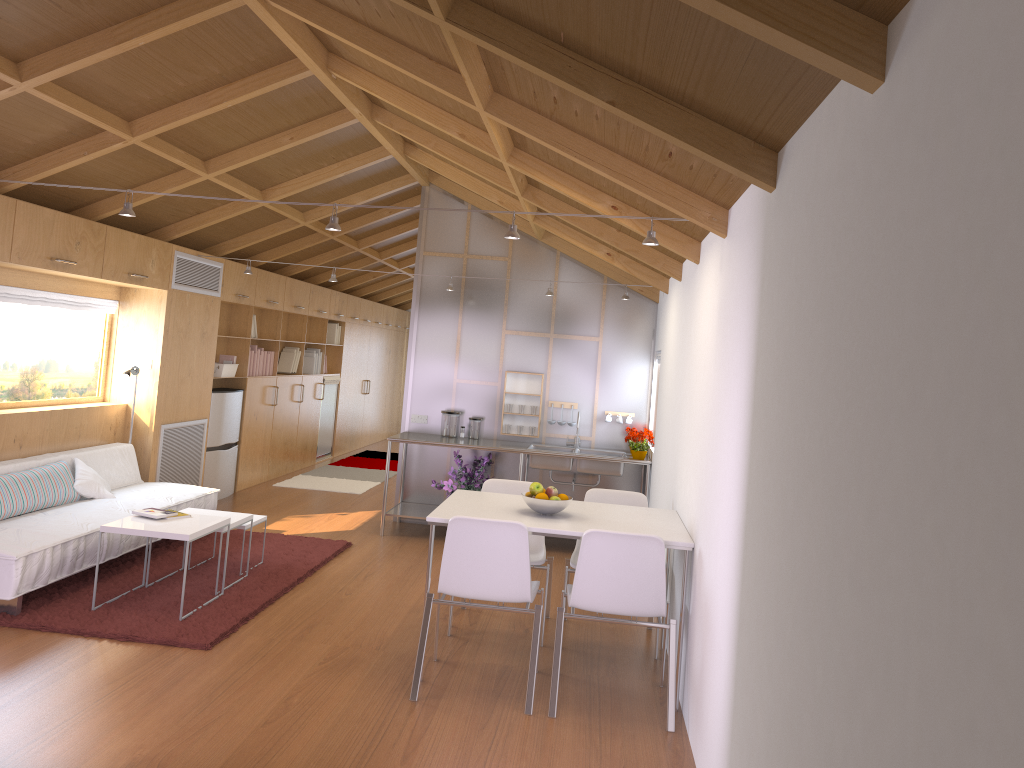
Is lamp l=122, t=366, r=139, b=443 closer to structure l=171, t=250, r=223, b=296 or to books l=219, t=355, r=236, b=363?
structure l=171, t=250, r=223, b=296

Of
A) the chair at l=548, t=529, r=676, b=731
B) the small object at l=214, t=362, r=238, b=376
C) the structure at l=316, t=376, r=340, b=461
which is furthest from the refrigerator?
the chair at l=548, t=529, r=676, b=731

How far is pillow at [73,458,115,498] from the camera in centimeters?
573cm

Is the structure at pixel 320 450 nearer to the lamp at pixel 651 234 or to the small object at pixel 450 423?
the small object at pixel 450 423

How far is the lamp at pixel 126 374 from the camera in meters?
6.6

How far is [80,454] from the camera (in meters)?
6.01

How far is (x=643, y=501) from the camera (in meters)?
5.10

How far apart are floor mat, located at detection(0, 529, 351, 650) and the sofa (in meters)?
0.04

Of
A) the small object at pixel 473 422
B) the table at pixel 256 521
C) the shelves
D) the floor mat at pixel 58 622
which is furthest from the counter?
the table at pixel 256 521

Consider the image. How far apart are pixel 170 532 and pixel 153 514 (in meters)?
0.35
